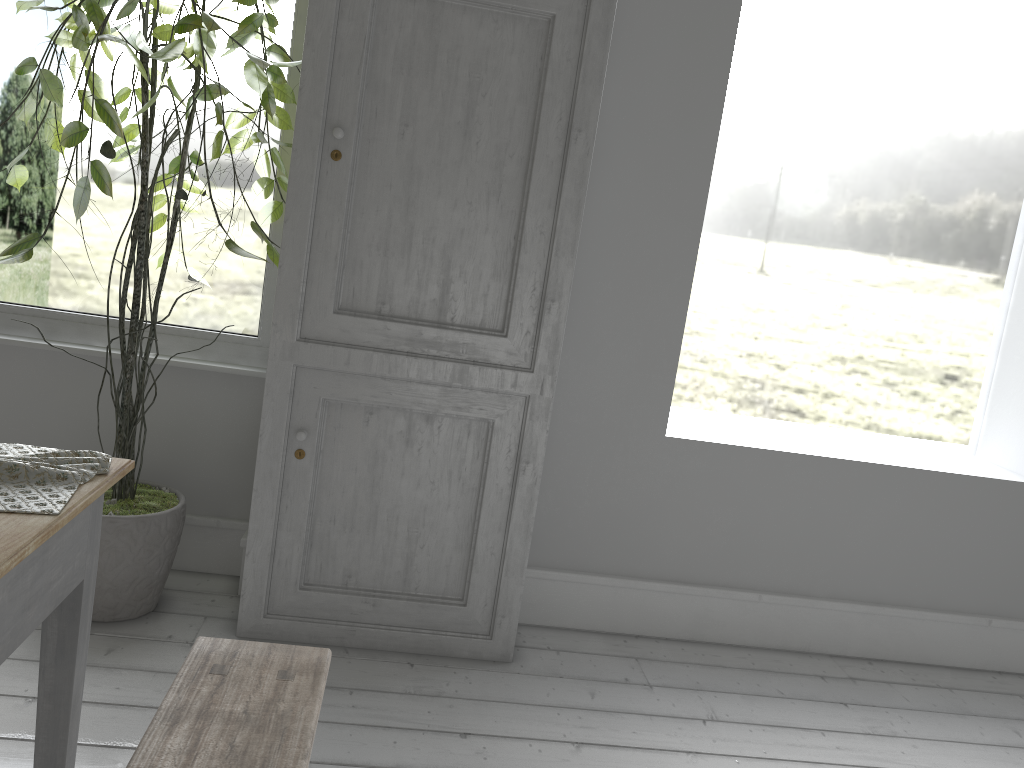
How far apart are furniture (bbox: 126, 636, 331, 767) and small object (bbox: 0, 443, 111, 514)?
0.5 meters

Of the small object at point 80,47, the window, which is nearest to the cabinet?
the small object at point 80,47

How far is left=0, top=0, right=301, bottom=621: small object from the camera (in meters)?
3.14

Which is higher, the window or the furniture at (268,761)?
the window

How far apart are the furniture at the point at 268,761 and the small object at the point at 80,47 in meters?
1.4

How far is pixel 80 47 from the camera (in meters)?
3.14

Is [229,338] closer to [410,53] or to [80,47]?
[80,47]

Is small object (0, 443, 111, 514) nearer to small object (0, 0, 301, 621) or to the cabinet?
small object (0, 0, 301, 621)

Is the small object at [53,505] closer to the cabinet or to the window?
the cabinet

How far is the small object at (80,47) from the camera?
3.14m
